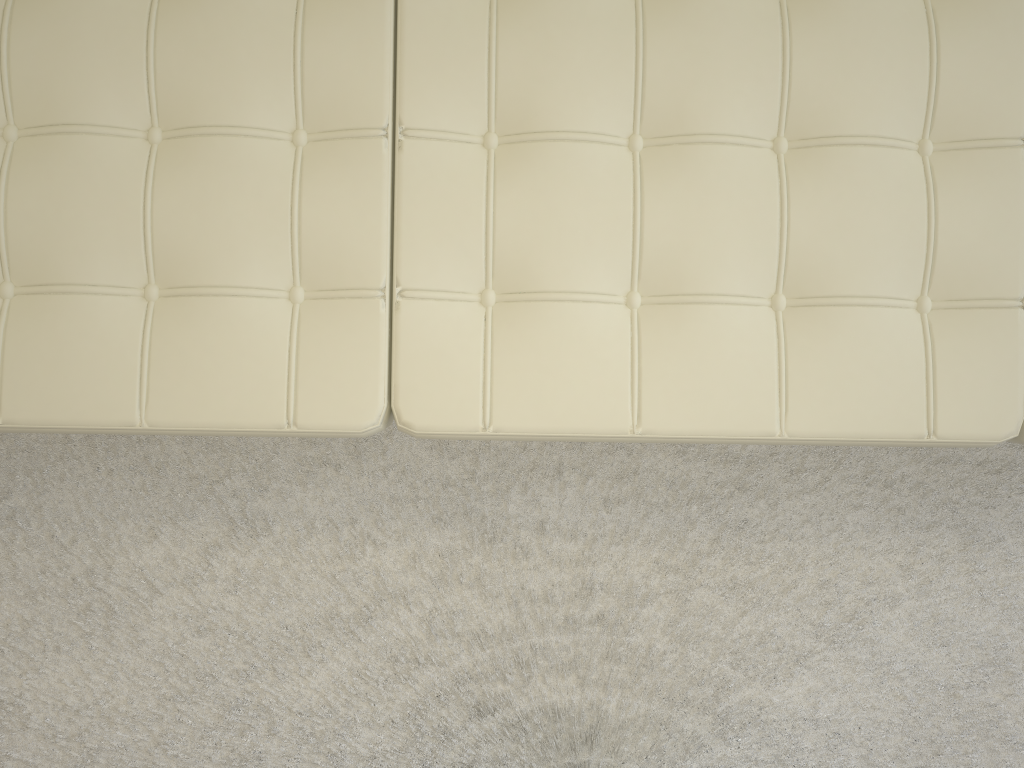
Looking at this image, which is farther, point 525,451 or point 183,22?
point 525,451

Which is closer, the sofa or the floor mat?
the sofa

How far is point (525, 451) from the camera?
1.5m

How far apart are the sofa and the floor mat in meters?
0.4

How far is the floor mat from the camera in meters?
1.5 m

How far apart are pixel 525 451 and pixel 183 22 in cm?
83

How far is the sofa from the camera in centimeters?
107cm

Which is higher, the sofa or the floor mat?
the sofa

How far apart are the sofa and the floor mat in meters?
0.4 m
